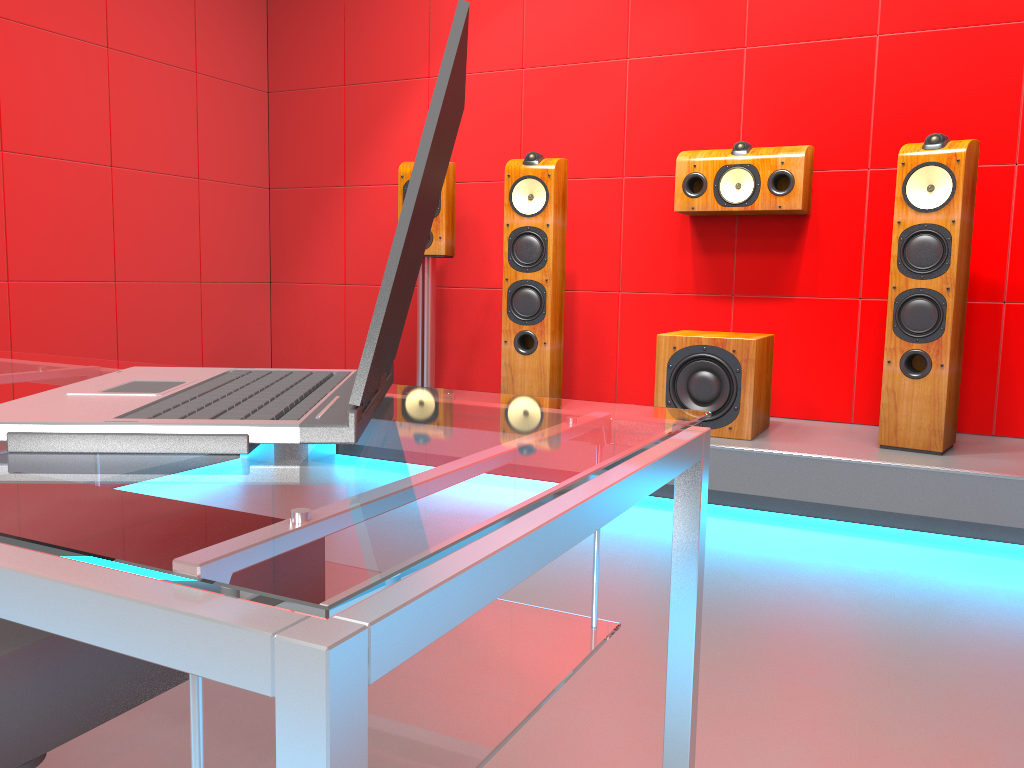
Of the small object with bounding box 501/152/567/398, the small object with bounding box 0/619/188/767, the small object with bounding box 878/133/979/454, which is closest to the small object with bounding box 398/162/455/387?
the small object with bounding box 501/152/567/398

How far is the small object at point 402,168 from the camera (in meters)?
3.71

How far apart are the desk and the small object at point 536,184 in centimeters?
248cm

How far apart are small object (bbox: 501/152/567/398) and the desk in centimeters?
248cm

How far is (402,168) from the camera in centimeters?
371cm

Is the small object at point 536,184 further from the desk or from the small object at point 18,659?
the small object at point 18,659

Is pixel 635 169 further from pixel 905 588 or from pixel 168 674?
pixel 168 674

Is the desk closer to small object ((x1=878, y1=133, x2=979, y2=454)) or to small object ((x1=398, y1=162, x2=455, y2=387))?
small object ((x1=878, y1=133, x2=979, y2=454))

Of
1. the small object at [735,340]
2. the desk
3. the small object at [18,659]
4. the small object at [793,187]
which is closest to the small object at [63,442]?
the desk

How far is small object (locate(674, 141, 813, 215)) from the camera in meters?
3.3 m
